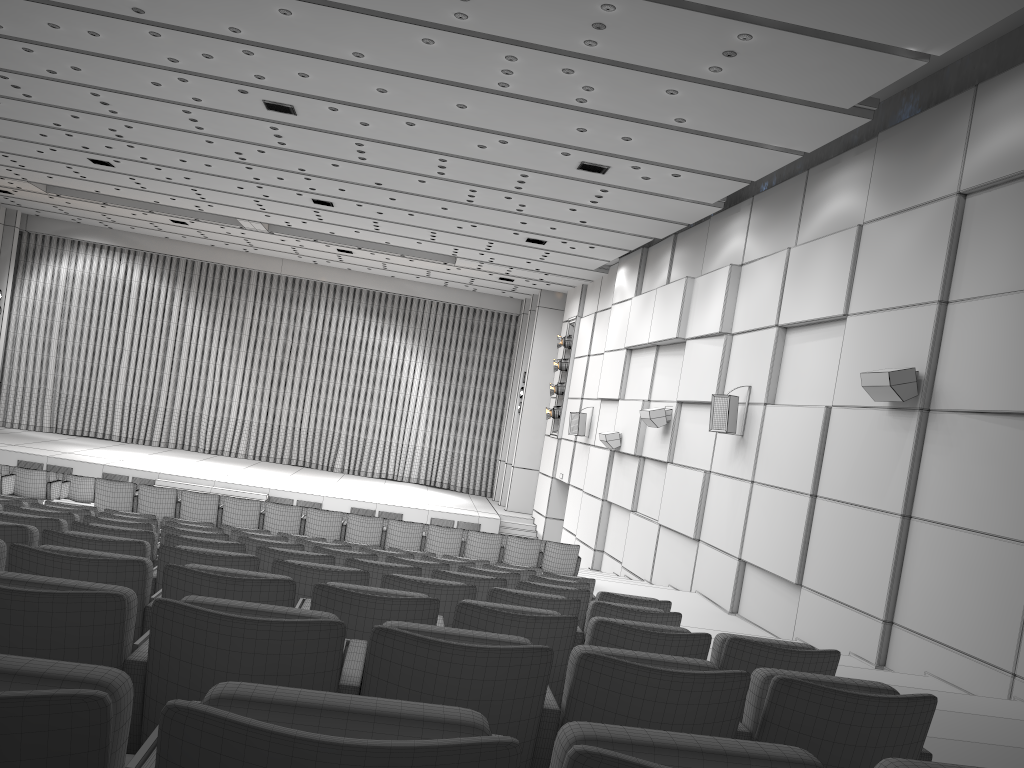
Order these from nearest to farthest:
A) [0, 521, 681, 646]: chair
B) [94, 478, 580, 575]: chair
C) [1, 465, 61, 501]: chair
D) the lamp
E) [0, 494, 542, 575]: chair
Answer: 1. [0, 521, 681, 646]: chair
2. [0, 494, 542, 575]: chair
3. [94, 478, 580, 575]: chair
4. [1, 465, 61, 501]: chair
5. the lamp

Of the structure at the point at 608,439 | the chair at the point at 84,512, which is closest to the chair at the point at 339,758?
the chair at the point at 84,512

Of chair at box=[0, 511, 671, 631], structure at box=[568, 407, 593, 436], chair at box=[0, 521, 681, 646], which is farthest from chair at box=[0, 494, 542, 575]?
structure at box=[568, 407, 593, 436]

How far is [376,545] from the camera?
8.8 meters

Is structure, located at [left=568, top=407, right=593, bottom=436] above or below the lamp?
below

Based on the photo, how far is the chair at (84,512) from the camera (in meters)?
7.40

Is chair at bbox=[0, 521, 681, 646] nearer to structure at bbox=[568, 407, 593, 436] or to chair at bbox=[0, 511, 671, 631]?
chair at bbox=[0, 511, 671, 631]

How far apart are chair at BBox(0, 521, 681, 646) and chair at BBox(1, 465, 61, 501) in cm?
1037

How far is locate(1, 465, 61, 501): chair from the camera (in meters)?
13.51

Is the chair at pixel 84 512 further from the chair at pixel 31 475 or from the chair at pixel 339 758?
the chair at pixel 31 475
